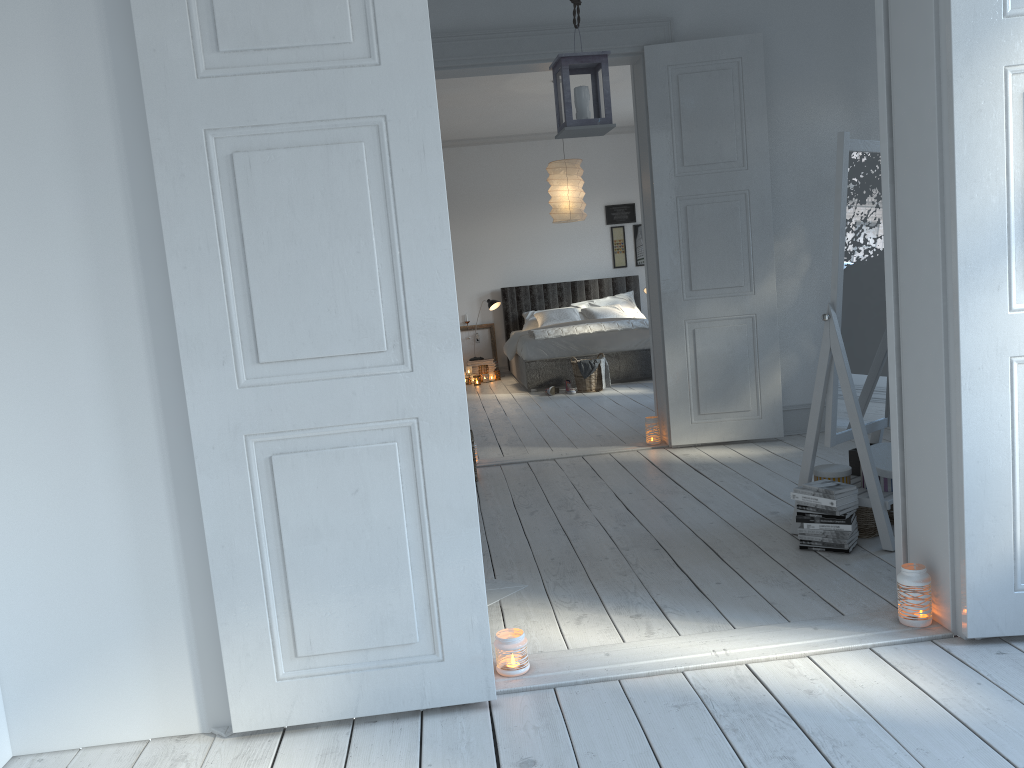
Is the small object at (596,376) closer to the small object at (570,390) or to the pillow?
the small object at (570,390)

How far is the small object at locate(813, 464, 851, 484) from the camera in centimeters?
337cm

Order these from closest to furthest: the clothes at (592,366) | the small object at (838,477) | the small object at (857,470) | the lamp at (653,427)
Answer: the small object at (838,477) < the small object at (857,470) < the lamp at (653,427) < the clothes at (592,366)

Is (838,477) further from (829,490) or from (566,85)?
(566,85)

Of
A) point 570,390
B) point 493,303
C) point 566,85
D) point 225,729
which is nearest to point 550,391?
point 570,390

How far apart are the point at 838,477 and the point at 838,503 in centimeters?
23cm

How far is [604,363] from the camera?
8.4m

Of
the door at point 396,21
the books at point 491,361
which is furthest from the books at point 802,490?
the books at point 491,361

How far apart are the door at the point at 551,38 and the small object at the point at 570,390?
2.8 meters

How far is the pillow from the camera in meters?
10.0 m
